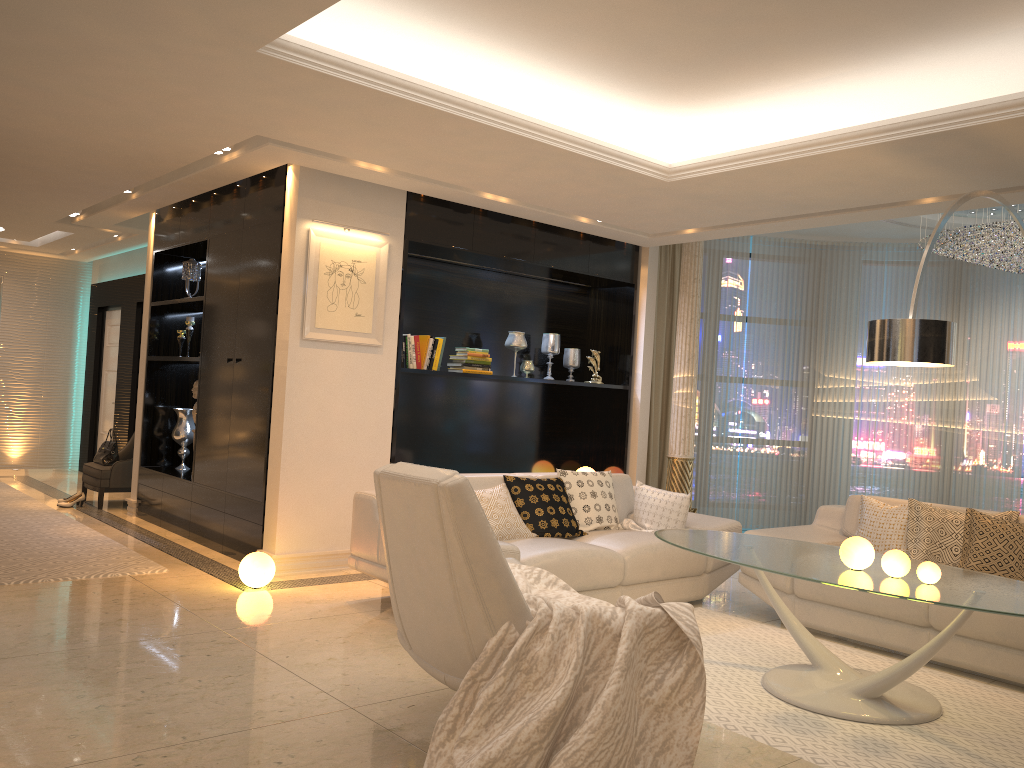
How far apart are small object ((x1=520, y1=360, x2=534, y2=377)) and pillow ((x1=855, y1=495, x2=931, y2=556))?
2.9 meters

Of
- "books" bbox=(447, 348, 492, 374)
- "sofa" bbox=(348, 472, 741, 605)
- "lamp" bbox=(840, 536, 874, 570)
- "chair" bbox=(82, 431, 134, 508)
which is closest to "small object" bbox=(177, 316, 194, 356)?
"chair" bbox=(82, 431, 134, 508)

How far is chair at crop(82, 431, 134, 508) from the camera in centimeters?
805cm

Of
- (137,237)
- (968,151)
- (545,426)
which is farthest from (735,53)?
(137,237)

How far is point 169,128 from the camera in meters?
5.0 m

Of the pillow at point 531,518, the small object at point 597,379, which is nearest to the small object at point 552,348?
the small object at point 597,379

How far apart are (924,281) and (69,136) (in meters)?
7.71

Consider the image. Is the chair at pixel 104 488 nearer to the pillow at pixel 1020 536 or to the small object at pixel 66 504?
the small object at pixel 66 504

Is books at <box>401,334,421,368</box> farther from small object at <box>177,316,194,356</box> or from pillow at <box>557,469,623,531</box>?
small object at <box>177,316,194,356</box>

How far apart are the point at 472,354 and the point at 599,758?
4.4m
